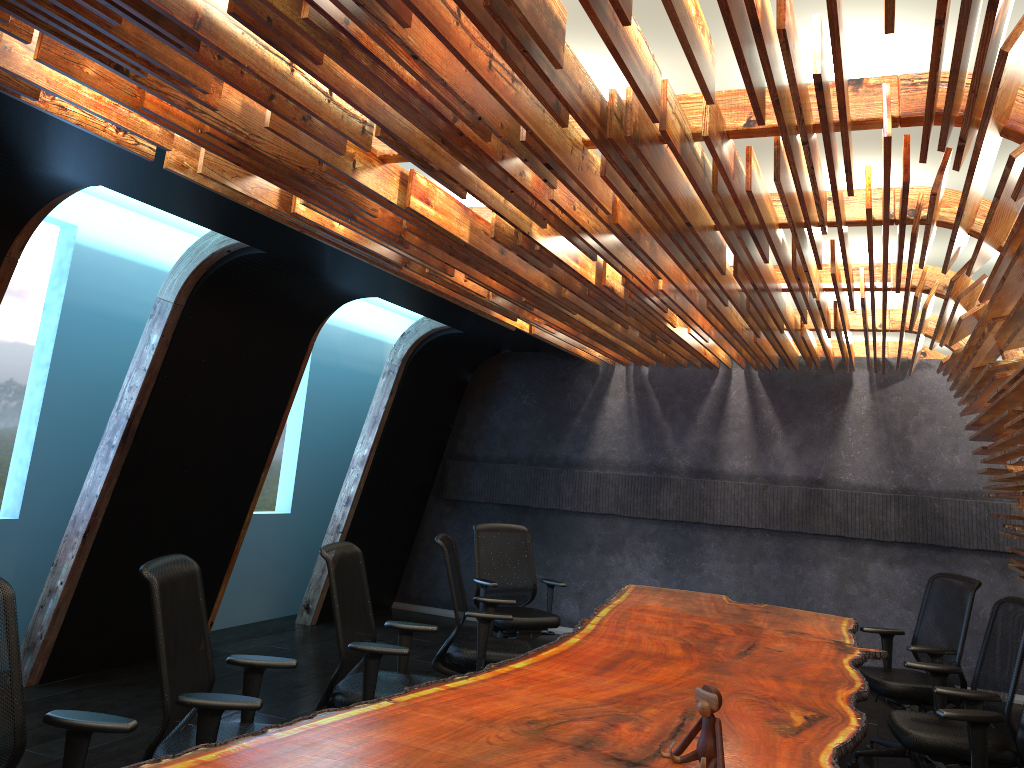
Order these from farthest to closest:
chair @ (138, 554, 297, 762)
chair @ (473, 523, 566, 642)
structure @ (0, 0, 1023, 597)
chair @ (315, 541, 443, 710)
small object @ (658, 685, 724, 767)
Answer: chair @ (473, 523, 566, 642) → chair @ (315, 541, 443, 710) → chair @ (138, 554, 297, 762) → small object @ (658, 685, 724, 767) → structure @ (0, 0, 1023, 597)

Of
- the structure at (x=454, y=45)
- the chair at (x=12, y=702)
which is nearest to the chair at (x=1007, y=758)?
the structure at (x=454, y=45)

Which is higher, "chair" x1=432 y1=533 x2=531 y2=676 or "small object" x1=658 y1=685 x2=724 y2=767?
"small object" x1=658 y1=685 x2=724 y2=767

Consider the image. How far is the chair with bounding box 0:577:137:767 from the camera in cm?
284

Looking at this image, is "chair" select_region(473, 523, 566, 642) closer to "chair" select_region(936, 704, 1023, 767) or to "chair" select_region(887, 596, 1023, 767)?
"chair" select_region(887, 596, 1023, 767)

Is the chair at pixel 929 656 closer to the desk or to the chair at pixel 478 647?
the desk

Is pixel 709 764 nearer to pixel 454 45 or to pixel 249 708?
pixel 249 708

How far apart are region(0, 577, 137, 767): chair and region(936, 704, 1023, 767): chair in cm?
336

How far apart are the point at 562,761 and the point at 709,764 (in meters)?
0.47

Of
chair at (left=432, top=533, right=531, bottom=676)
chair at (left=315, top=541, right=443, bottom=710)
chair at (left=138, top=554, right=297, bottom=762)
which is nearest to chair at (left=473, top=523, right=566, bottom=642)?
chair at (left=432, top=533, right=531, bottom=676)
